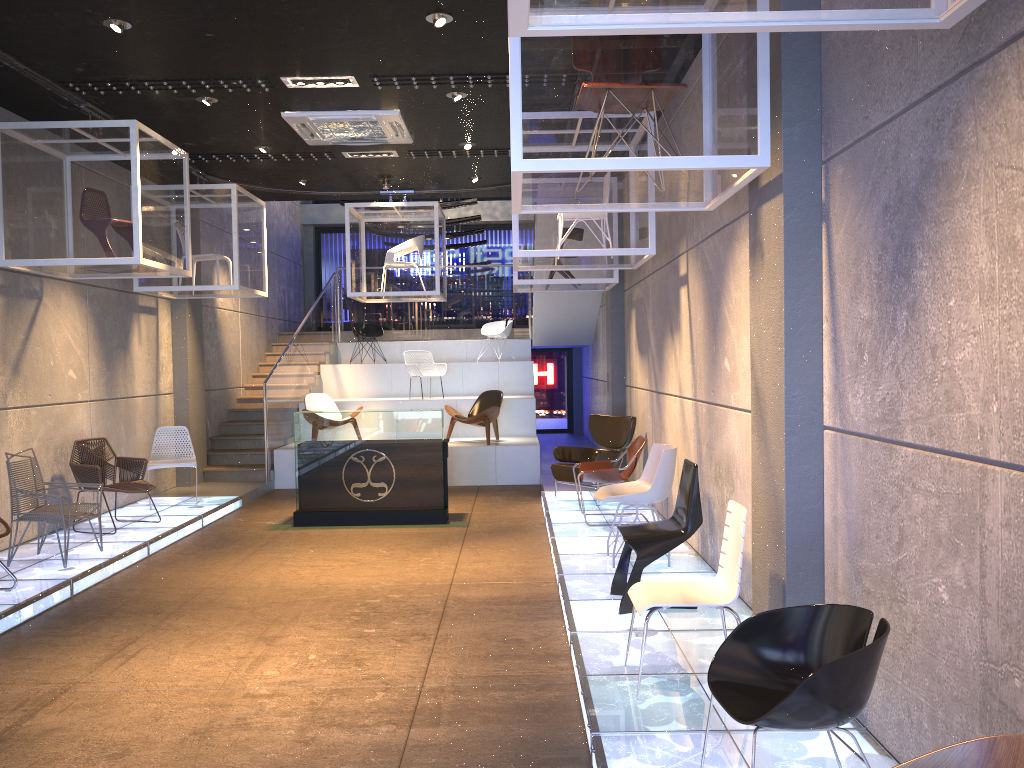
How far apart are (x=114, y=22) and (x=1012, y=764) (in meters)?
6.43

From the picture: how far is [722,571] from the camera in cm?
443

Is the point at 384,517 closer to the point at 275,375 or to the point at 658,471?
the point at 658,471

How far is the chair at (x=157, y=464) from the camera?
9.8 meters

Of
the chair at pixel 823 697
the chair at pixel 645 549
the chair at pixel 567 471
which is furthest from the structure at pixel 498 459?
the chair at pixel 823 697

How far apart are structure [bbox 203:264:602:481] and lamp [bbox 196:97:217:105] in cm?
501

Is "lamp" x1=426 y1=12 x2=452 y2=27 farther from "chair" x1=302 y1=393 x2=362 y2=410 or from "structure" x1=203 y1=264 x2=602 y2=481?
"chair" x1=302 y1=393 x2=362 y2=410

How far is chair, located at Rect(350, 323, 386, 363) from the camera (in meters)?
16.00

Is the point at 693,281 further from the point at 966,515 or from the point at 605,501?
the point at 966,515

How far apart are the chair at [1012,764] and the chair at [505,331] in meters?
14.3 m
